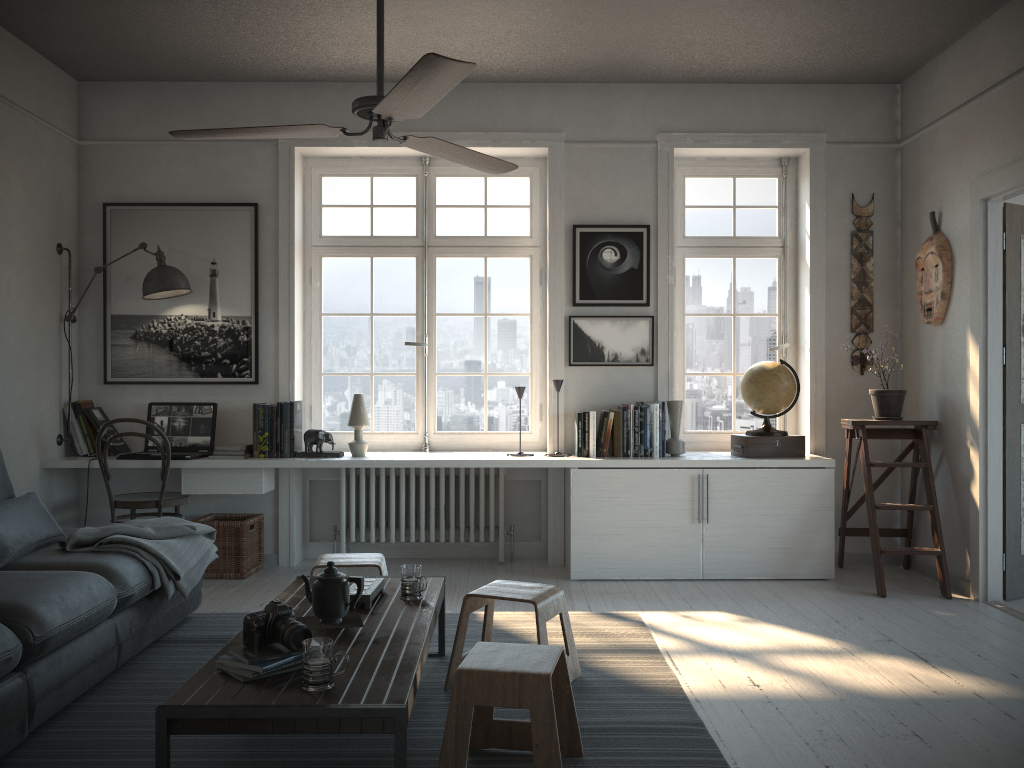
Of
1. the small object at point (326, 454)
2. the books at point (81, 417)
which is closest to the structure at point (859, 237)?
the small object at point (326, 454)

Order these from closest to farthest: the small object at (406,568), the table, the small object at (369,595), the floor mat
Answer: the table → the floor mat → the small object at (369,595) → the small object at (406,568)

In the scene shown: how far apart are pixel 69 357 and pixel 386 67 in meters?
2.5

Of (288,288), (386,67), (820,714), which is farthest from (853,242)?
(288,288)

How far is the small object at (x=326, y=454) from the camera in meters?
5.1 m

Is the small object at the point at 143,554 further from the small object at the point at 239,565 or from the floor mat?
the small object at the point at 239,565

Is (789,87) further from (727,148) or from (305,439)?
(305,439)

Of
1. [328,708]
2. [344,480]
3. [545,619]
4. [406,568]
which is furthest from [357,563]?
[344,480]

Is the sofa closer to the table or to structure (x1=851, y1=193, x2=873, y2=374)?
the table

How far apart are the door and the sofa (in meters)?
3.92
